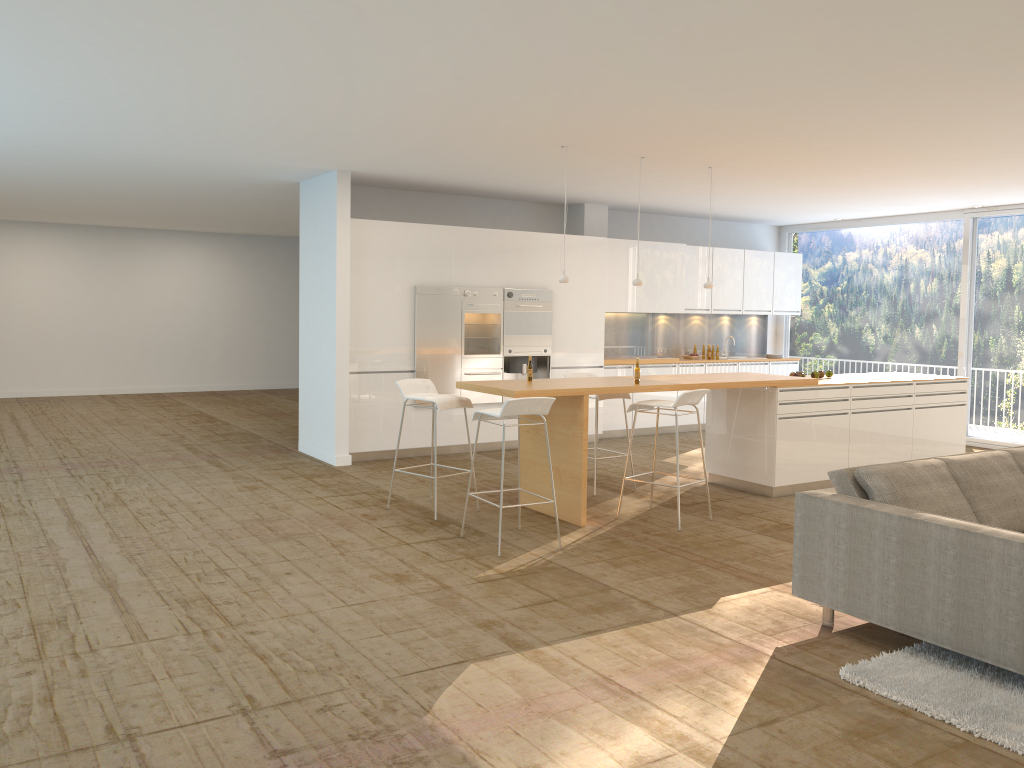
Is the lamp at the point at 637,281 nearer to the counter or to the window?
the counter

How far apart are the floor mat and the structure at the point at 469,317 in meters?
6.2 m

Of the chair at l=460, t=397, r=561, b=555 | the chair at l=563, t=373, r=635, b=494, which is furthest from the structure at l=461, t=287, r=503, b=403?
the chair at l=460, t=397, r=561, b=555

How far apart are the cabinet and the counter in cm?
256

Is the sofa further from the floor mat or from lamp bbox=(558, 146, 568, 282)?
lamp bbox=(558, 146, 568, 282)

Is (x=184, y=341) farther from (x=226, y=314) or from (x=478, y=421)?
(x=478, y=421)

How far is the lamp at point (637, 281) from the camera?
7.89m

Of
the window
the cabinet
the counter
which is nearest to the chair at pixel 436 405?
the counter

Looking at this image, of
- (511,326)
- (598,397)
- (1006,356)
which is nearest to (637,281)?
(598,397)

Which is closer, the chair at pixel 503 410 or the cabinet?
the chair at pixel 503 410
